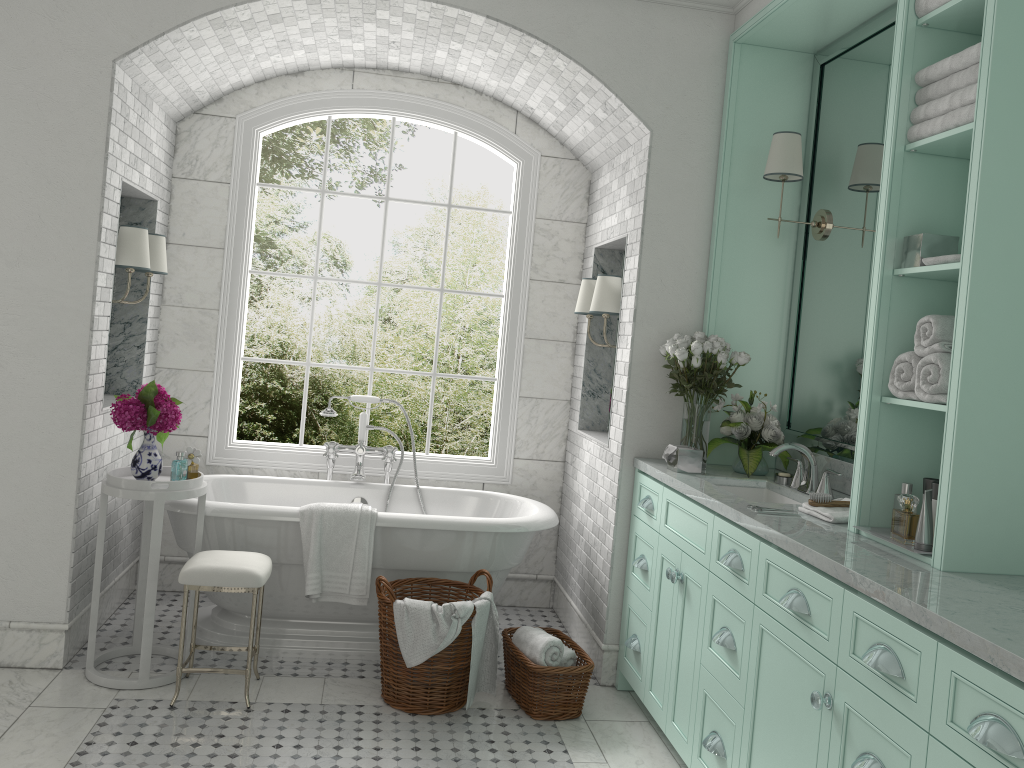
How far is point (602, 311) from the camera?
4.6 meters

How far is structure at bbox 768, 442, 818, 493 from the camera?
3.68m

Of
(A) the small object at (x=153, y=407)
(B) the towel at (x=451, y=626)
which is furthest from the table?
(B) the towel at (x=451, y=626)

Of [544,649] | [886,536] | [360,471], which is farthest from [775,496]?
[360,471]

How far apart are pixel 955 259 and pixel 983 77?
0.5m

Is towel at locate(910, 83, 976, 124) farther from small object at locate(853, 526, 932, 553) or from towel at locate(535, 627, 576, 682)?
towel at locate(535, 627, 576, 682)

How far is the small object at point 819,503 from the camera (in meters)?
3.20

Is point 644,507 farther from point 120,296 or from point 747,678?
point 120,296

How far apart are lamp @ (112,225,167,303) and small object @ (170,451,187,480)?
0.97m

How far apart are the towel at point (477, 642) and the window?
1.4m
